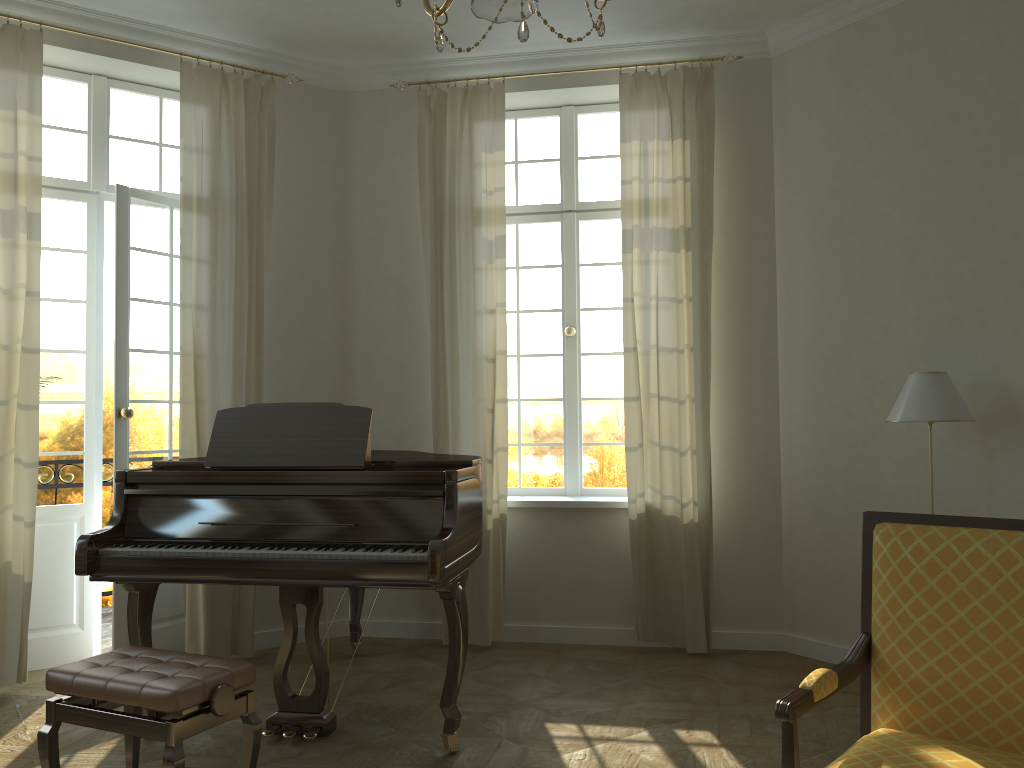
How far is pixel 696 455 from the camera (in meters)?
5.09

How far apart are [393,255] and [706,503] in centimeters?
247cm

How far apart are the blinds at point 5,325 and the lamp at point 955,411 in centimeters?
Result: 420cm

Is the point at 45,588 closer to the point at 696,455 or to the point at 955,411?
the point at 696,455

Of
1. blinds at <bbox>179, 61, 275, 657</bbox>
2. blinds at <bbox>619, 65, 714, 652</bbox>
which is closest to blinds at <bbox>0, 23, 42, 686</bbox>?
blinds at <bbox>179, 61, 275, 657</bbox>

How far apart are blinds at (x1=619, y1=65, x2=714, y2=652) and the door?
2.67m

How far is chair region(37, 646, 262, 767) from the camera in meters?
2.7 m

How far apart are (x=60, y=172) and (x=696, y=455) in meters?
4.0 m

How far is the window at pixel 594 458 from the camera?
5.69m

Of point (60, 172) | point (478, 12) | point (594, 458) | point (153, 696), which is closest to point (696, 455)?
point (594, 458)
